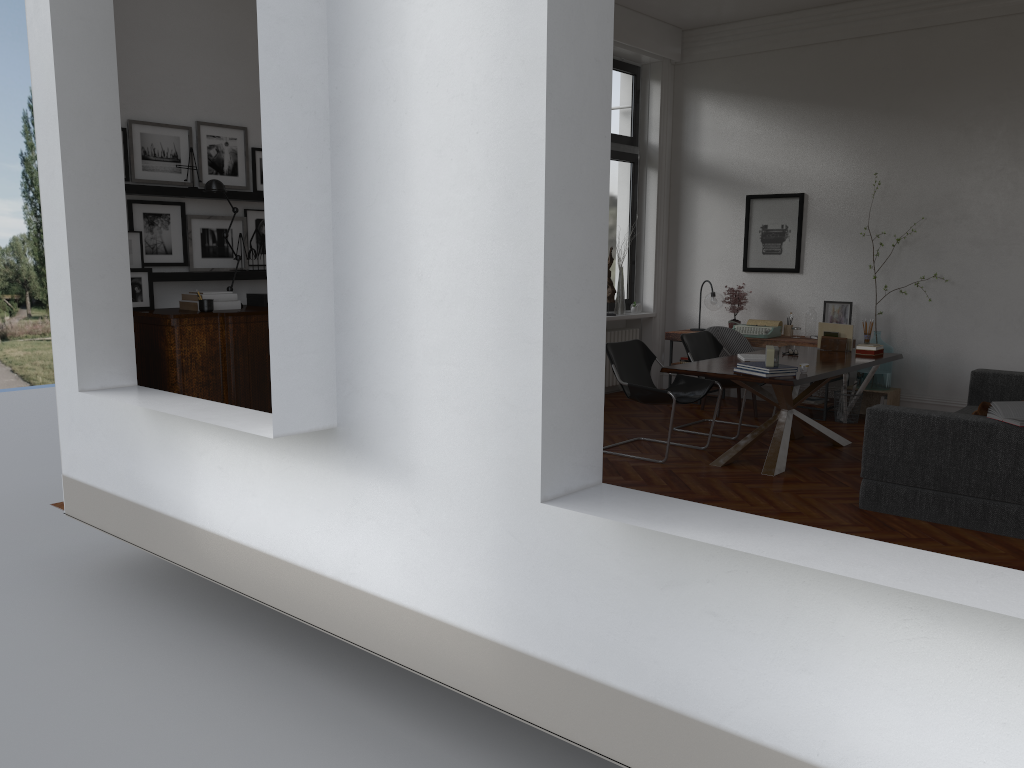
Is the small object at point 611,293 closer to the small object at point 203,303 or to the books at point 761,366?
the books at point 761,366

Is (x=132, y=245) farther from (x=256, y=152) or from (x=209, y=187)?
(x=256, y=152)

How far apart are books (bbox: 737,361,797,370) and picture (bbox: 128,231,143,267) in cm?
409

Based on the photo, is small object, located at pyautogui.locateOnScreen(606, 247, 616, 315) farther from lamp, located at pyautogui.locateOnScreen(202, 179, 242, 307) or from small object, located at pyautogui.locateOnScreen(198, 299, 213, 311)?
small object, located at pyautogui.locateOnScreen(198, 299, 213, 311)

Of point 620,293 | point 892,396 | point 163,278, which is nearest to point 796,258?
point 892,396

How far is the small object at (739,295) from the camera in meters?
9.4 m

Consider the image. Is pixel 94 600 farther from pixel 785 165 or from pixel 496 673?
pixel 785 165

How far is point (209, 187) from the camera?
5.42m

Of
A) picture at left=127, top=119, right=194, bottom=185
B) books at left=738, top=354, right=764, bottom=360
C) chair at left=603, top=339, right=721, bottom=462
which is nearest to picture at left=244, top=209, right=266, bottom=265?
picture at left=127, top=119, right=194, bottom=185

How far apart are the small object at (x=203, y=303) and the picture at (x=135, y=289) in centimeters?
40cm
